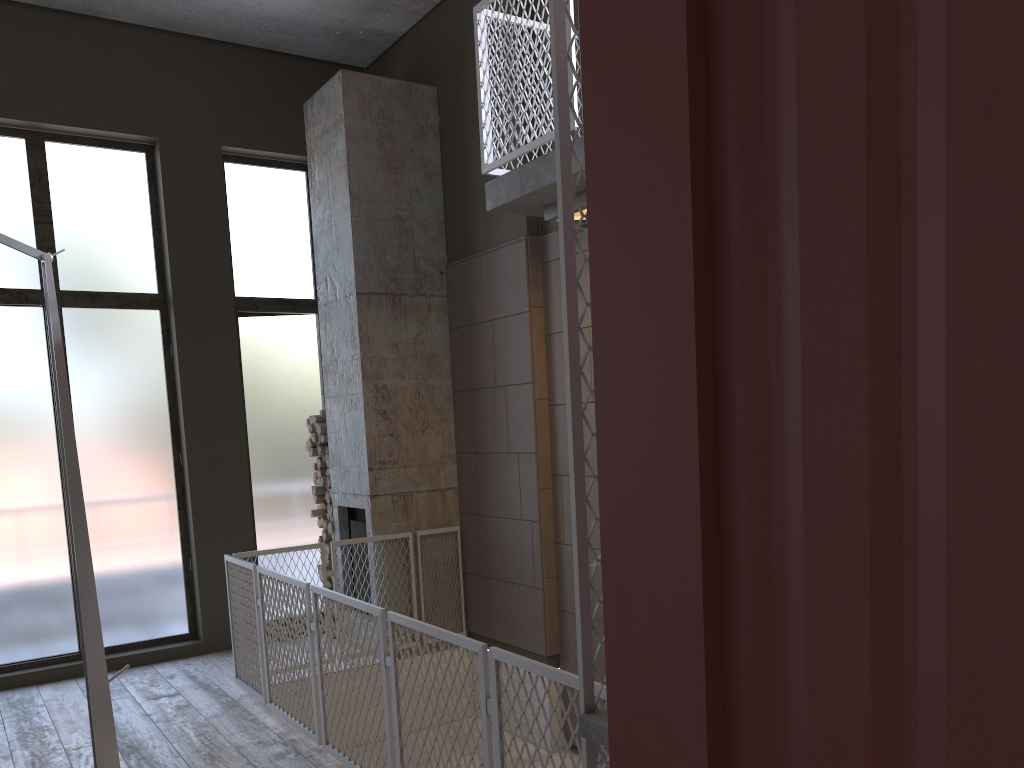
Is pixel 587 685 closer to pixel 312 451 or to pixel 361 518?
pixel 361 518

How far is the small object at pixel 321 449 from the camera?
7.6m

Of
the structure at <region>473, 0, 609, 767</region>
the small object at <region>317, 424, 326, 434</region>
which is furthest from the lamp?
the small object at <region>317, 424, 326, 434</region>

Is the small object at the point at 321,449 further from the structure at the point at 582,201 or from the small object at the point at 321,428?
the structure at the point at 582,201

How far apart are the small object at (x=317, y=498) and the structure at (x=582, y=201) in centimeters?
370cm

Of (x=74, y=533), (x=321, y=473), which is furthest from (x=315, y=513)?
(x=74, y=533)

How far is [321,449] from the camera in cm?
765

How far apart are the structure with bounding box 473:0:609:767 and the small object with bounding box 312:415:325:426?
3.12m

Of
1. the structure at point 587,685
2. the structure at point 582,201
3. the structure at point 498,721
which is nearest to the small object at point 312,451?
the structure at point 498,721

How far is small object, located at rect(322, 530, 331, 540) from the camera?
7.7m
